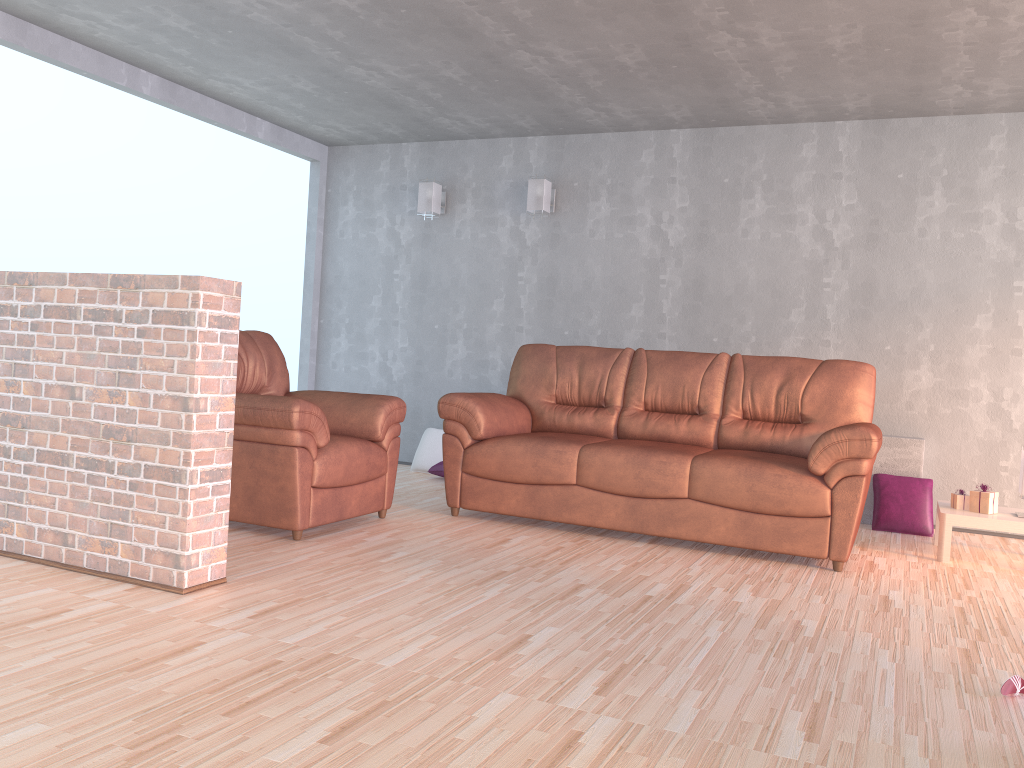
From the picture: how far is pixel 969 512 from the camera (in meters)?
4.37

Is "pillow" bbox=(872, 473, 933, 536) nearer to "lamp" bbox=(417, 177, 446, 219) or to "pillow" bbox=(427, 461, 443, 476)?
"pillow" bbox=(427, 461, 443, 476)

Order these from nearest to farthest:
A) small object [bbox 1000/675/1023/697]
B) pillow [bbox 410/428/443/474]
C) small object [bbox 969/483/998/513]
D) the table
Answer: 1. small object [bbox 1000/675/1023/697]
2. the table
3. small object [bbox 969/483/998/513]
4. pillow [bbox 410/428/443/474]

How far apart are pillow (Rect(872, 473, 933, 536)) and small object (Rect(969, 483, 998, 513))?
0.6 meters

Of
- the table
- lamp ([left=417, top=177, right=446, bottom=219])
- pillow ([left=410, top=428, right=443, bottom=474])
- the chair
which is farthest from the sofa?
lamp ([left=417, top=177, right=446, bottom=219])

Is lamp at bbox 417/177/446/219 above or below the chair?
above

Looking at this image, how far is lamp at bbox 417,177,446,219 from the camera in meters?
6.5 m

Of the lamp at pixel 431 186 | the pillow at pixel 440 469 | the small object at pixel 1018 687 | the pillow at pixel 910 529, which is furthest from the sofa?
the lamp at pixel 431 186

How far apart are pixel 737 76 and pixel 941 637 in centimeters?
315cm

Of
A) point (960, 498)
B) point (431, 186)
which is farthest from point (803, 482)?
point (431, 186)
